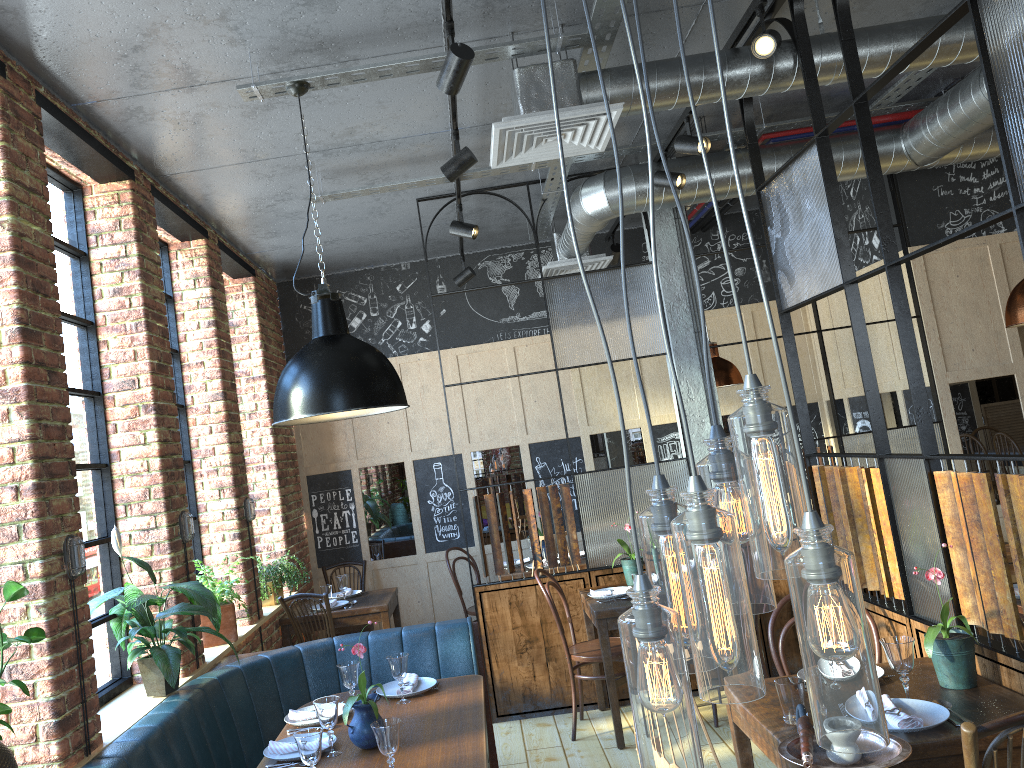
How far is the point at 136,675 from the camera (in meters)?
4.00

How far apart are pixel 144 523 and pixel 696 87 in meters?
3.1 m

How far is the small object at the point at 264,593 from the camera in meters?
5.7 m

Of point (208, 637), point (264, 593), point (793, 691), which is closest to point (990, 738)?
point (793, 691)

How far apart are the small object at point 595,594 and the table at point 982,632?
2.3 meters

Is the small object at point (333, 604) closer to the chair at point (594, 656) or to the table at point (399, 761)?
the chair at point (594, 656)

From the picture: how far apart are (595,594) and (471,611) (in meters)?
1.88

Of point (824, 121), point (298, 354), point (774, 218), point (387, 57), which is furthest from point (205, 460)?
point (824, 121)

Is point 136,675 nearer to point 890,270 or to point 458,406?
point 890,270

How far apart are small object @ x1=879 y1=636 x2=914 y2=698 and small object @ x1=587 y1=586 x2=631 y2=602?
2.3m
